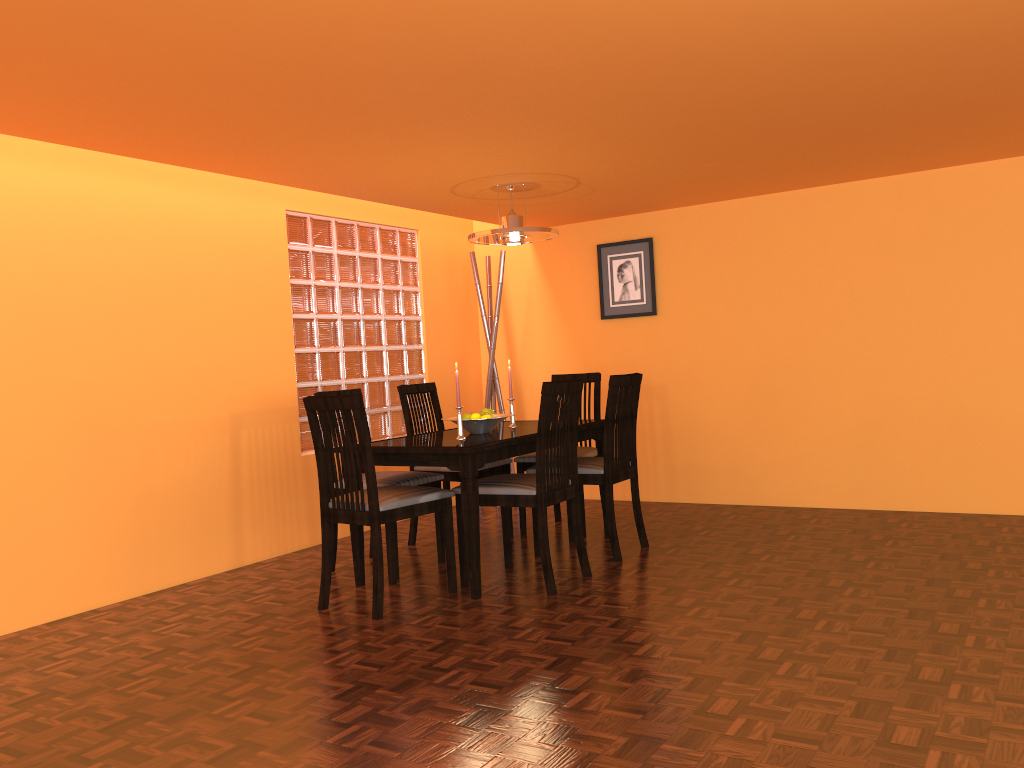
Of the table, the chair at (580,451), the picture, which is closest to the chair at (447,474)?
the chair at (580,451)

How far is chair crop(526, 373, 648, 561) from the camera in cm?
382

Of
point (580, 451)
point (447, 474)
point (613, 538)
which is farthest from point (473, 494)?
point (580, 451)

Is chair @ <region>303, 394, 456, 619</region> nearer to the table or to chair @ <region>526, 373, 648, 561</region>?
the table

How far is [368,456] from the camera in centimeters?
315cm

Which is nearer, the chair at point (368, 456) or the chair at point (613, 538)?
the chair at point (368, 456)

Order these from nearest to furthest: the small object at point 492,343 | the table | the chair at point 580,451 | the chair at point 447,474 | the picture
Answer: the table, the chair at point 447,474, the chair at point 580,451, the picture, the small object at point 492,343

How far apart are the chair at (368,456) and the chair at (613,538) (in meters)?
0.64

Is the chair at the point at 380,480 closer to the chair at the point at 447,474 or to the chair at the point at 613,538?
the chair at the point at 447,474

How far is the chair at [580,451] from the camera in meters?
4.5 m
